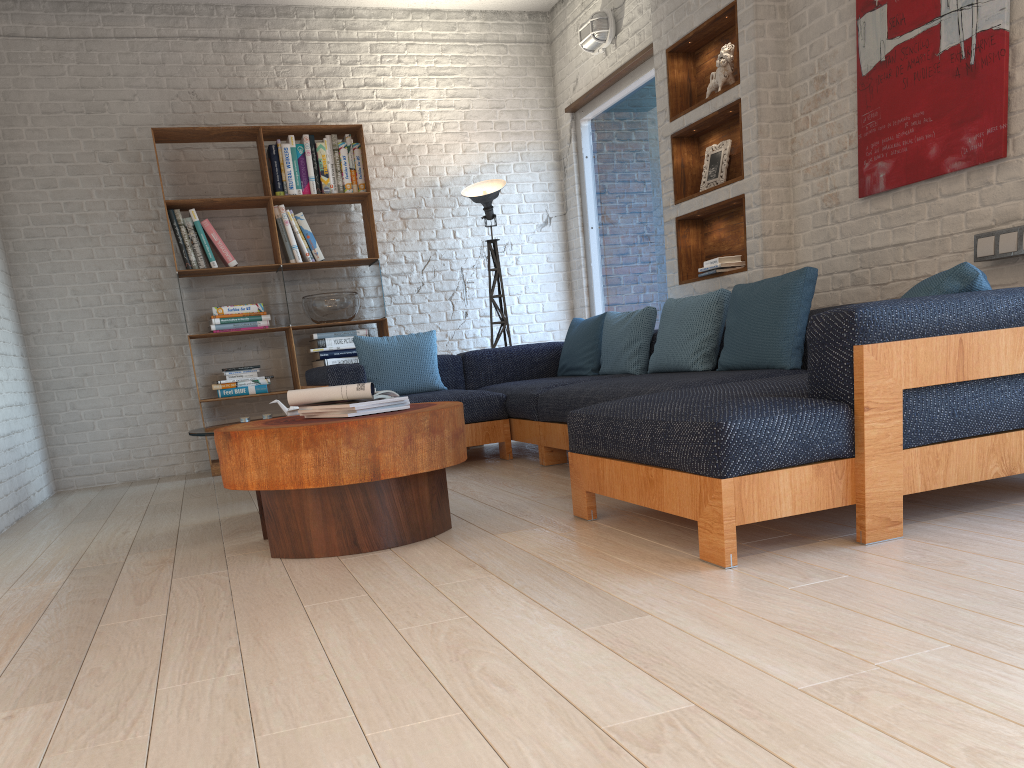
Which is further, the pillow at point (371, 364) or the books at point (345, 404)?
the pillow at point (371, 364)

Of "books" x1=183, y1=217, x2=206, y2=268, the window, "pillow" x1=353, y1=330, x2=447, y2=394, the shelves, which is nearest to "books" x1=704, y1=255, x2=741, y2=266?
the shelves

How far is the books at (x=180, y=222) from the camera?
5.8 meters

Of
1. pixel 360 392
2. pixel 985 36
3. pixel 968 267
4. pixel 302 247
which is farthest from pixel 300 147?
pixel 968 267

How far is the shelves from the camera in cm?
464

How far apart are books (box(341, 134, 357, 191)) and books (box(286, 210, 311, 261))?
0.7 meters

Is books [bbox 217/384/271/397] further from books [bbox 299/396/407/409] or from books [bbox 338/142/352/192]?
books [bbox 299/396/407/409]

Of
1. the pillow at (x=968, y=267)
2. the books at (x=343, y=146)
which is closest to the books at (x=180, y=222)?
the books at (x=343, y=146)

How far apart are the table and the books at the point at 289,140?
2.9 meters

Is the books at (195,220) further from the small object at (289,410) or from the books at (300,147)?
the small object at (289,410)
